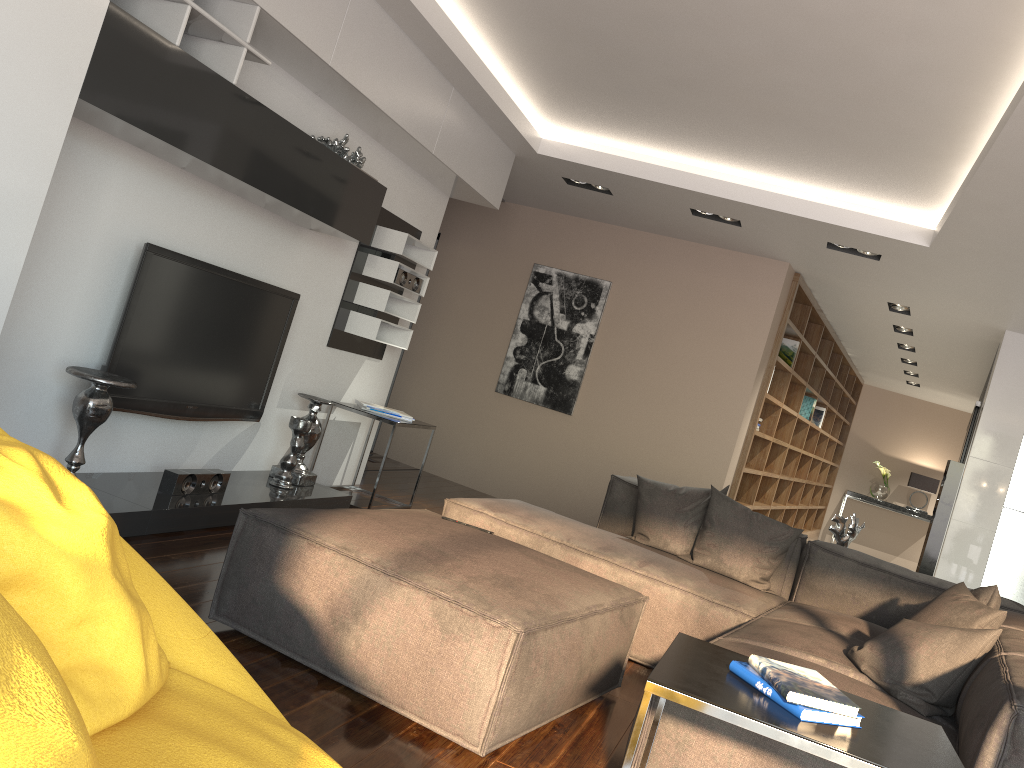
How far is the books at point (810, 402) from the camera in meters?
9.3

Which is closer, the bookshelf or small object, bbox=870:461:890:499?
the bookshelf

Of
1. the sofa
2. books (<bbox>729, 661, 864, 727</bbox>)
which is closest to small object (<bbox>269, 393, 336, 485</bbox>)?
the sofa

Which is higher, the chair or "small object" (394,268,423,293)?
"small object" (394,268,423,293)

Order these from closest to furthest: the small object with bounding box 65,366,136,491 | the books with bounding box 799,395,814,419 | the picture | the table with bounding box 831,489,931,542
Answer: the small object with bounding box 65,366,136,491 → the picture → the books with bounding box 799,395,814,419 → the table with bounding box 831,489,931,542

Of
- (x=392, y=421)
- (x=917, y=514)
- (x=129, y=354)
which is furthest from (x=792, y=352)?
(x=917, y=514)

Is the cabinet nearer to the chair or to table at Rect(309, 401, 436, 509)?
table at Rect(309, 401, 436, 509)

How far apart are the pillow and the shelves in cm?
257

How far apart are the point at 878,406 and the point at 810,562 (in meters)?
9.77

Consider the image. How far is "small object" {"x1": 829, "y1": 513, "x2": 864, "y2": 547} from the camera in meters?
4.7
